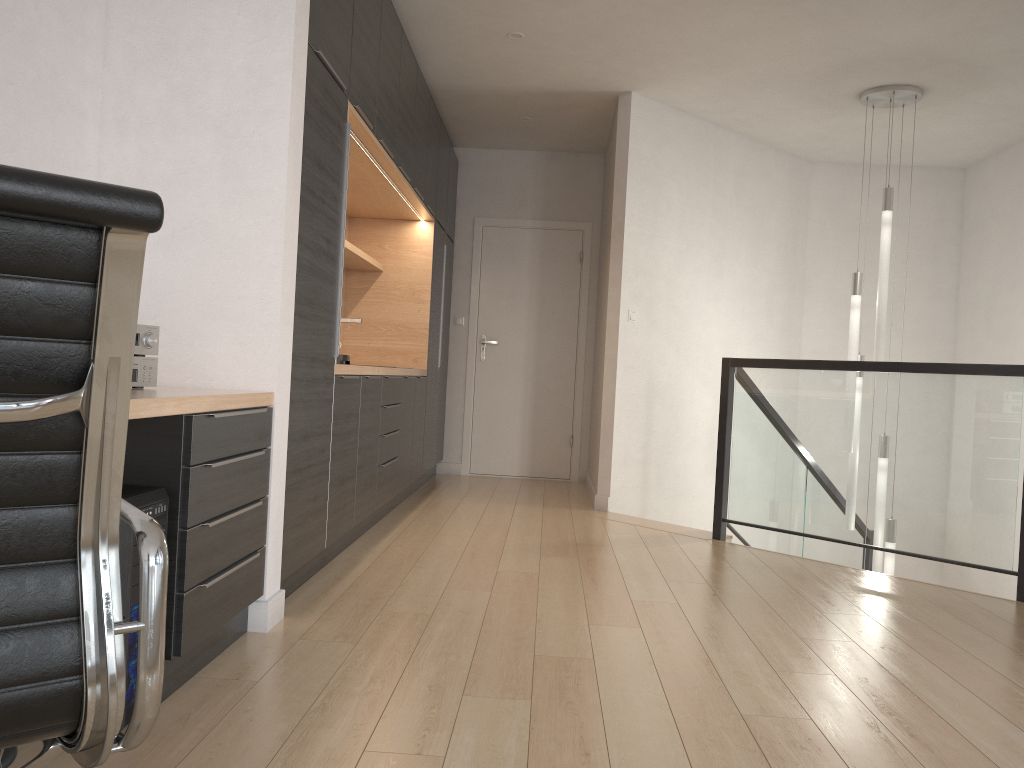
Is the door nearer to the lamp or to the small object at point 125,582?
the lamp

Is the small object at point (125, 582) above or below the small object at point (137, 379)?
below

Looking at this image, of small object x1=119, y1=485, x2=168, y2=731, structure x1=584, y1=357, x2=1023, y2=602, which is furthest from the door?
small object x1=119, y1=485, x2=168, y2=731

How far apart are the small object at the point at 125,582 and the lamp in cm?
444

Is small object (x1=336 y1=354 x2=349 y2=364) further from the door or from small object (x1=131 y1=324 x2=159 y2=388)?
the door

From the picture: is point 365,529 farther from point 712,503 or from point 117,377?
point 117,377

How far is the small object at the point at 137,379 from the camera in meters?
2.4

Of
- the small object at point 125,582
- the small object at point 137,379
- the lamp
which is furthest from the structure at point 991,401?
the small object at point 125,582

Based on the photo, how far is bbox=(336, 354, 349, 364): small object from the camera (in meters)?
3.68

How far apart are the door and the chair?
6.2 meters
